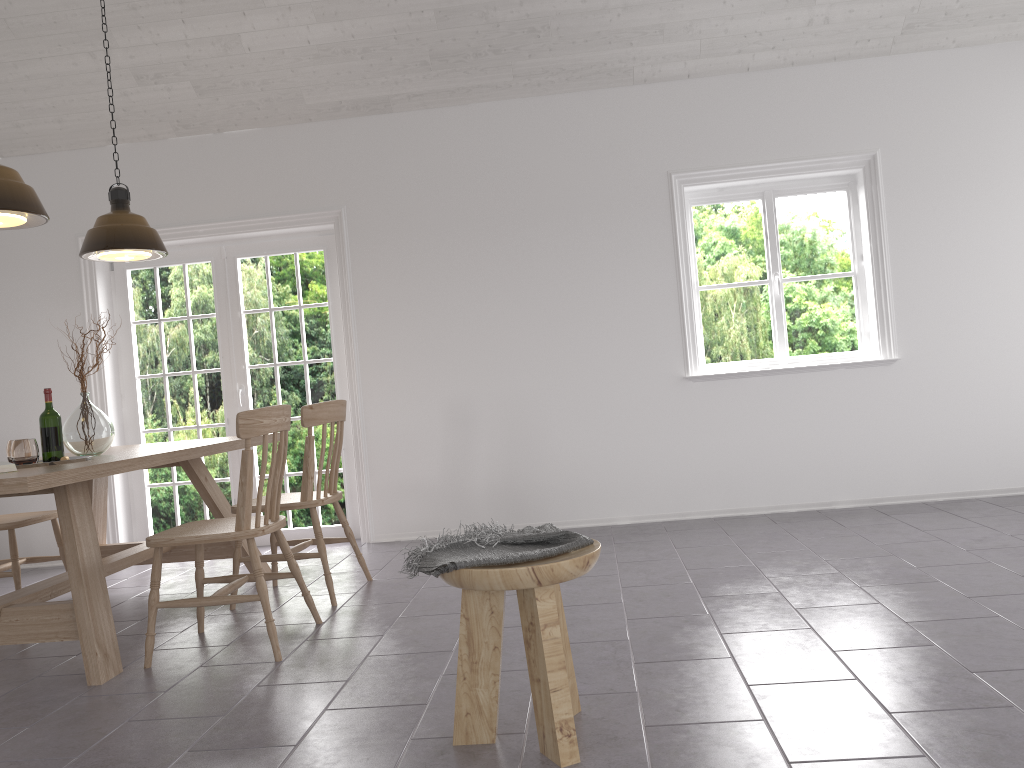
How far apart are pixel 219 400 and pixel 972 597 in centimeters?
448cm

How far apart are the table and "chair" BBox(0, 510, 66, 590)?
0.2m

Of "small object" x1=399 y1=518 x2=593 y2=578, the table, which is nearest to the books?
the table

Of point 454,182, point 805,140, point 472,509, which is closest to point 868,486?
point 805,140

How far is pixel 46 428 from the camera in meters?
3.6

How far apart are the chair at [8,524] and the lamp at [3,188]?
1.5 meters

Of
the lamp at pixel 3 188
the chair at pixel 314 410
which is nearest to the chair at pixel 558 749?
the chair at pixel 314 410

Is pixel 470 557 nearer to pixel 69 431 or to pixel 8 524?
pixel 69 431

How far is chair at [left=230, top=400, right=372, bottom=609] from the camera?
4.0 meters

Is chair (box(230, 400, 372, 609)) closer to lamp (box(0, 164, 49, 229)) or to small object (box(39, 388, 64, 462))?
small object (box(39, 388, 64, 462))
